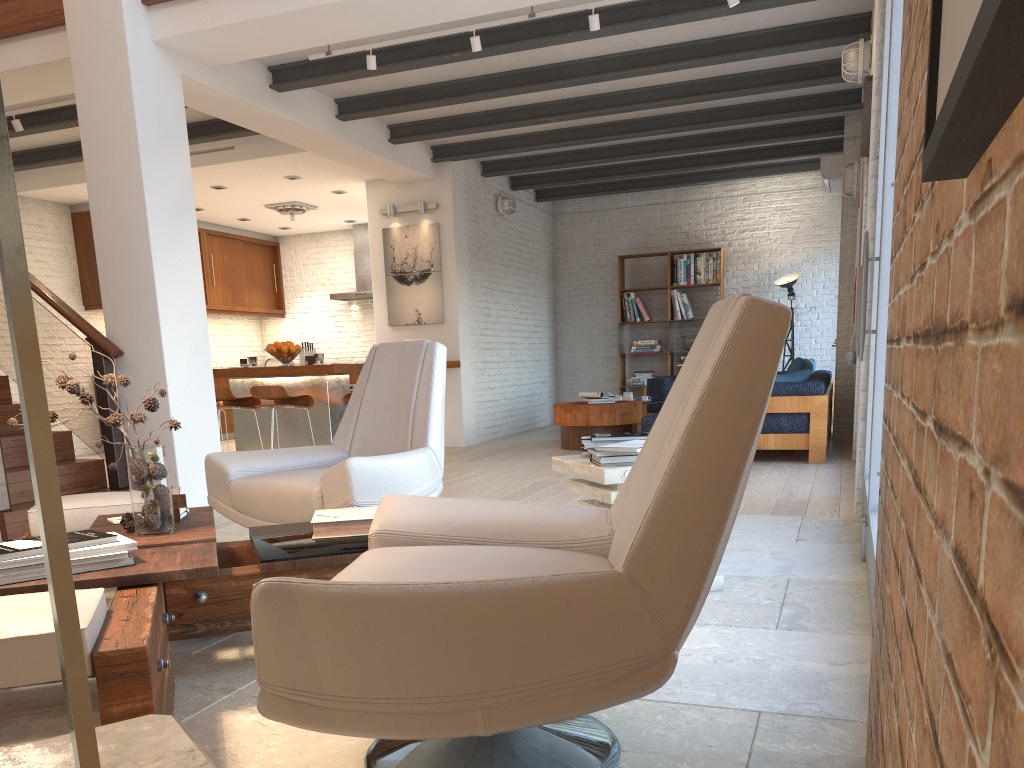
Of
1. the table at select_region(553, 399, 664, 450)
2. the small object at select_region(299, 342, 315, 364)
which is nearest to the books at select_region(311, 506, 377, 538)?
the table at select_region(553, 399, 664, 450)

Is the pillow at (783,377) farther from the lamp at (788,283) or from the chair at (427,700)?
the chair at (427,700)

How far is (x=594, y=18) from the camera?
5.4 meters

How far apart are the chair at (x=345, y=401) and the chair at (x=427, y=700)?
5.4m

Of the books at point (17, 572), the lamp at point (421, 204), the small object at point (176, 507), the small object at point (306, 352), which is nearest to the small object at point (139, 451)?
the small object at point (176, 507)

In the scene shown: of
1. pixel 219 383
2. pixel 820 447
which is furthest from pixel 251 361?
pixel 820 447

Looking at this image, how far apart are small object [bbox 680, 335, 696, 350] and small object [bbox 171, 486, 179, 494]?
9.2m

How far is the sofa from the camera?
6.89m

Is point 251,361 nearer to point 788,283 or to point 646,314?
point 646,314

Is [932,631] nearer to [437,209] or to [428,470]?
[428,470]
